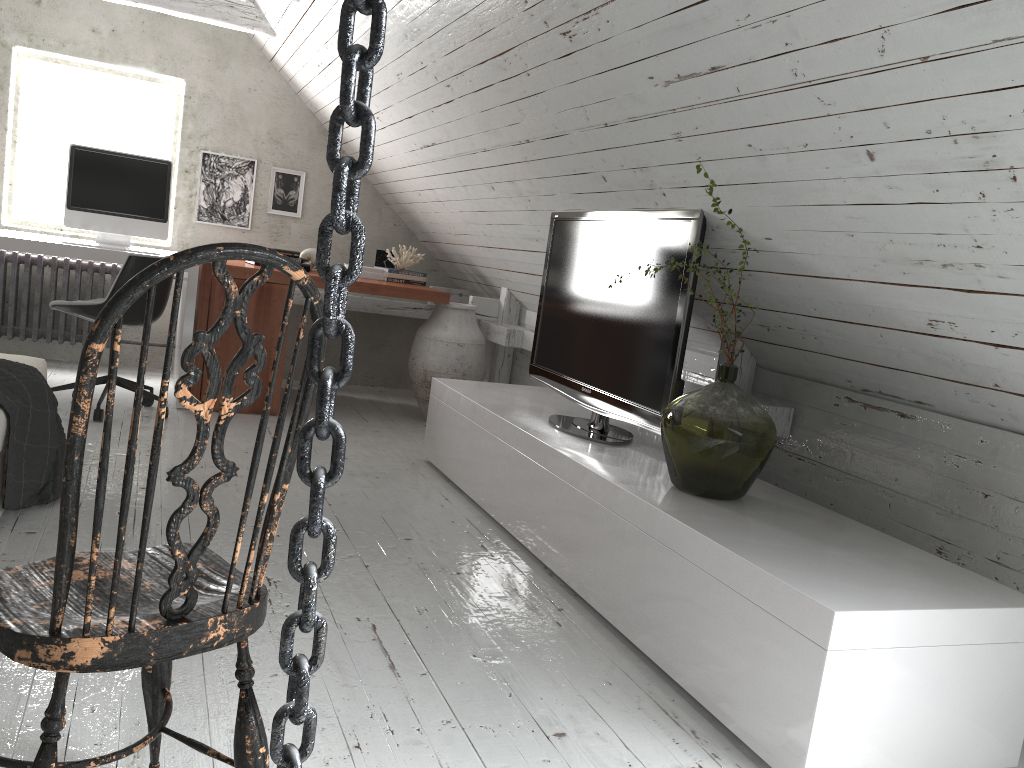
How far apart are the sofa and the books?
2.19m

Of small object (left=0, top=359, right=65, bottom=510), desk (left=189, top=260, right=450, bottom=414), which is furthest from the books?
small object (left=0, top=359, right=65, bottom=510)

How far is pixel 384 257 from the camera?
5.5m

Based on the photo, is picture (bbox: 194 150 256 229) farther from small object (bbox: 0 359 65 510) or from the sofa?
small object (bbox: 0 359 65 510)

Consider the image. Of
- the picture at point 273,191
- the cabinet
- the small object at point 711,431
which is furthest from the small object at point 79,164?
the small object at point 711,431

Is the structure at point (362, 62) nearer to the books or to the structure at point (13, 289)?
the books

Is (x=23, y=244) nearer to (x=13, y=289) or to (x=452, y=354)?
(x=13, y=289)

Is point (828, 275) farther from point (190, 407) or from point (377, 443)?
point (377, 443)

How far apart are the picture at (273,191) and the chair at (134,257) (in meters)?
1.61

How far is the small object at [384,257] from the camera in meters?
5.5
